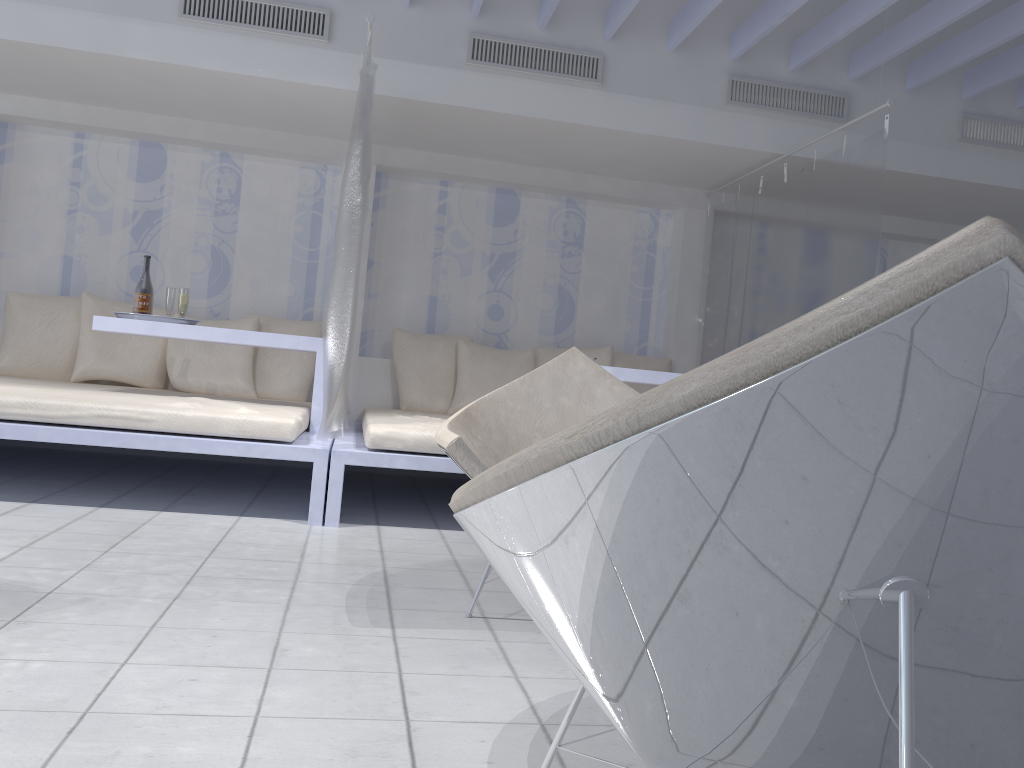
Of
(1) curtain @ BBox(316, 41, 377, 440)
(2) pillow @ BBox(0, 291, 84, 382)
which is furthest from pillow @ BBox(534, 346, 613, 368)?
(2) pillow @ BBox(0, 291, 84, 382)

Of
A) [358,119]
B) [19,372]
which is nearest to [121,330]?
[19,372]

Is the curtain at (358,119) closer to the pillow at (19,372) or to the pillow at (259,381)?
the pillow at (259,381)

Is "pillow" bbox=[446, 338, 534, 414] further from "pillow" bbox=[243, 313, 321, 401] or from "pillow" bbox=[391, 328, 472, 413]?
"pillow" bbox=[243, 313, 321, 401]

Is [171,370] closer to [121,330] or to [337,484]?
[121,330]

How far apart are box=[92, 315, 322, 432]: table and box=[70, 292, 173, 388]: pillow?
1.02m

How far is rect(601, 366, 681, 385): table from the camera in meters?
4.5

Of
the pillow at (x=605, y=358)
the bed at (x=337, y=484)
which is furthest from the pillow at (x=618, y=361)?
the bed at (x=337, y=484)

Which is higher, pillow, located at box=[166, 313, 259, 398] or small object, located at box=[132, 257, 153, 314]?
small object, located at box=[132, 257, 153, 314]

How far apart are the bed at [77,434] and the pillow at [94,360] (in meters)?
0.27
